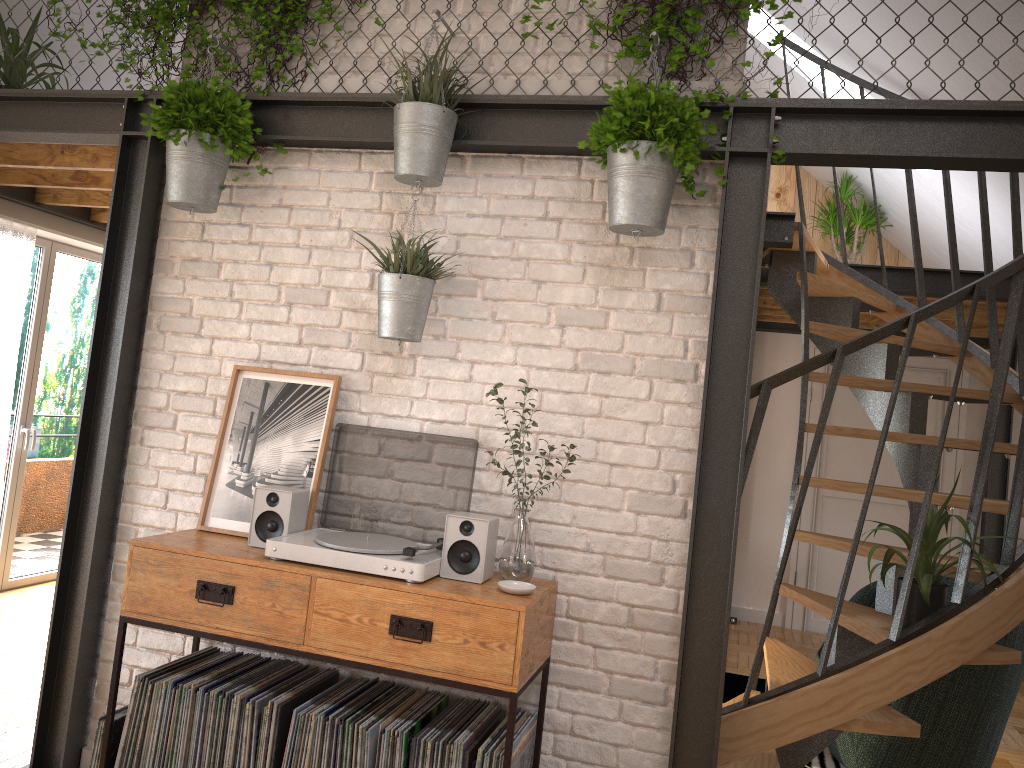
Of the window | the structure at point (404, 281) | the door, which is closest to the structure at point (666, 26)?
the structure at point (404, 281)

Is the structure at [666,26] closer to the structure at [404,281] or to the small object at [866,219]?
the structure at [404,281]

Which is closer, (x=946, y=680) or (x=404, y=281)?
(x=404, y=281)

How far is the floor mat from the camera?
4.21m

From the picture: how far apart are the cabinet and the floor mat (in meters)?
2.02

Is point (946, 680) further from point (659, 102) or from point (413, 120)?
point (413, 120)

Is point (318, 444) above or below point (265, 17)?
below

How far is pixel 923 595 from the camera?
2.9m

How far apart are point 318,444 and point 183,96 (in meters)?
1.25

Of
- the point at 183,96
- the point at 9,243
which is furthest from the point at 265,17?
the point at 9,243
